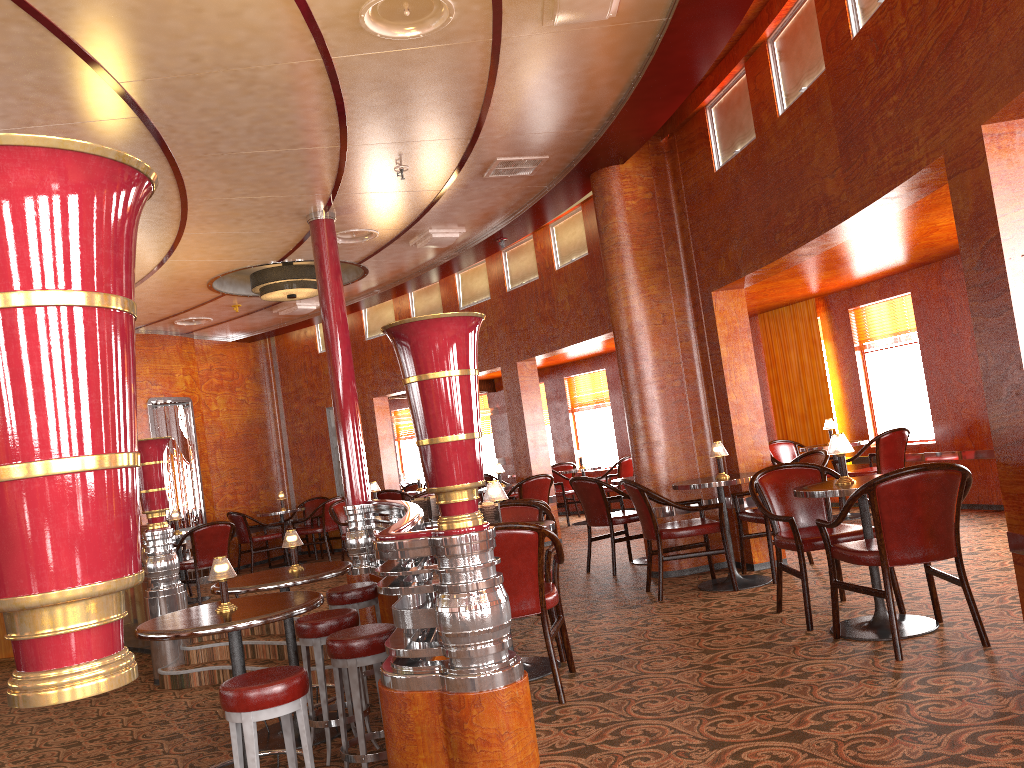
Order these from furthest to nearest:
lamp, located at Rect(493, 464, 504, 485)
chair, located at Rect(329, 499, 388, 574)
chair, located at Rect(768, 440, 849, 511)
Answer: lamp, located at Rect(493, 464, 504, 485), chair, located at Rect(329, 499, 388, 574), chair, located at Rect(768, 440, 849, 511)

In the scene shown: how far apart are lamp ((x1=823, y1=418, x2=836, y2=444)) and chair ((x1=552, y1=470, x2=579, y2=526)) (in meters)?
3.95

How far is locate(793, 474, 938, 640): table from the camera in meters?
4.1 m

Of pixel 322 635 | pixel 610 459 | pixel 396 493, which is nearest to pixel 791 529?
pixel 322 635

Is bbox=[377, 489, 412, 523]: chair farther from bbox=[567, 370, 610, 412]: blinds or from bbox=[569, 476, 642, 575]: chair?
bbox=[569, 476, 642, 575]: chair

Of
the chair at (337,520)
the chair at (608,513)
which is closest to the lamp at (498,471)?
the chair at (337,520)

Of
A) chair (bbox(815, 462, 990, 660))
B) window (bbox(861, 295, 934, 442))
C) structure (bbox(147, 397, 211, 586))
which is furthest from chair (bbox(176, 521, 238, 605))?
window (bbox(861, 295, 934, 442))

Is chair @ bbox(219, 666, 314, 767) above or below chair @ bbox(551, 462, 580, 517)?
below

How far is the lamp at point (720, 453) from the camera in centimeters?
602cm

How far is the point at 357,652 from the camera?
4.1 meters
